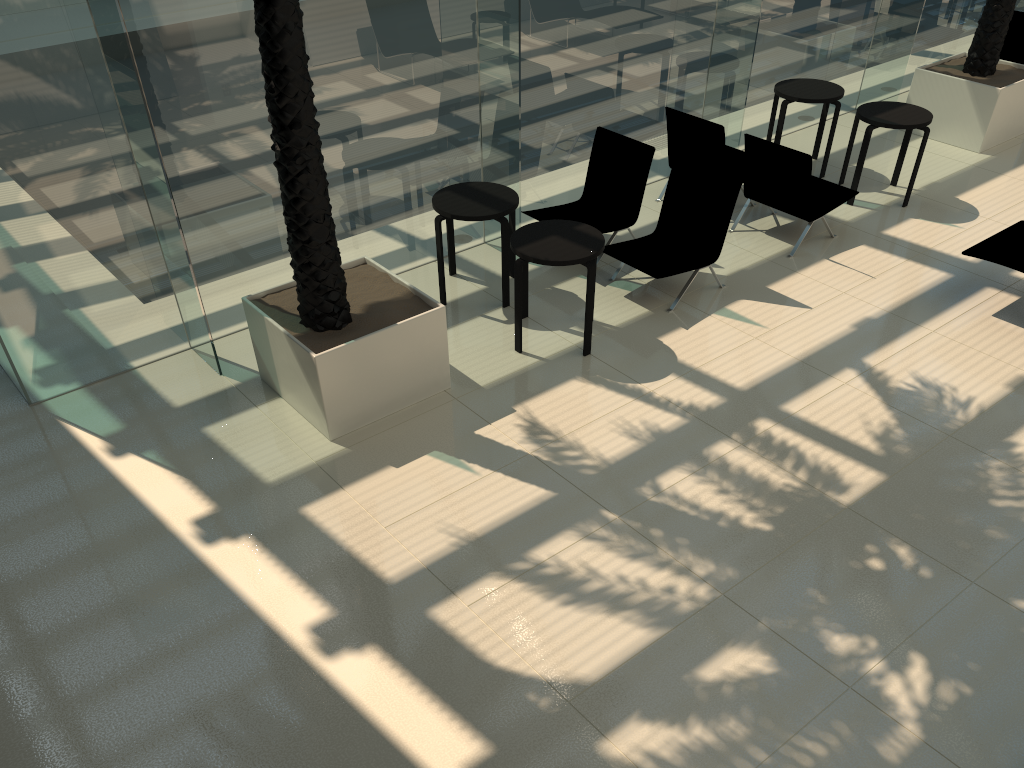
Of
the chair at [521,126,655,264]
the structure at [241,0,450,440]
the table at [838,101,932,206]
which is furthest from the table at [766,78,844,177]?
the structure at [241,0,450,440]

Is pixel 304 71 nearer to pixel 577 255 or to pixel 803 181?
pixel 577 255

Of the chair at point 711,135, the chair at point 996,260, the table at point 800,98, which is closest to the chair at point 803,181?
the chair at point 711,135

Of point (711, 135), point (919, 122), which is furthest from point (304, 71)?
point (919, 122)

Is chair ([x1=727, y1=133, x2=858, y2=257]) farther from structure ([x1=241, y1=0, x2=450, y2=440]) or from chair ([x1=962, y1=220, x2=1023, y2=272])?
structure ([x1=241, y1=0, x2=450, y2=440])

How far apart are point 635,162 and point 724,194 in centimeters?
101cm

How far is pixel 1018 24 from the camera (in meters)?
11.19

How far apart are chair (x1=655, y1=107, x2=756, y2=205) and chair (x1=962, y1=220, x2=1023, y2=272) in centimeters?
234cm

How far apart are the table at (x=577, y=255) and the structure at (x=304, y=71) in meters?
0.7

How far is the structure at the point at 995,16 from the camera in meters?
9.7 m
